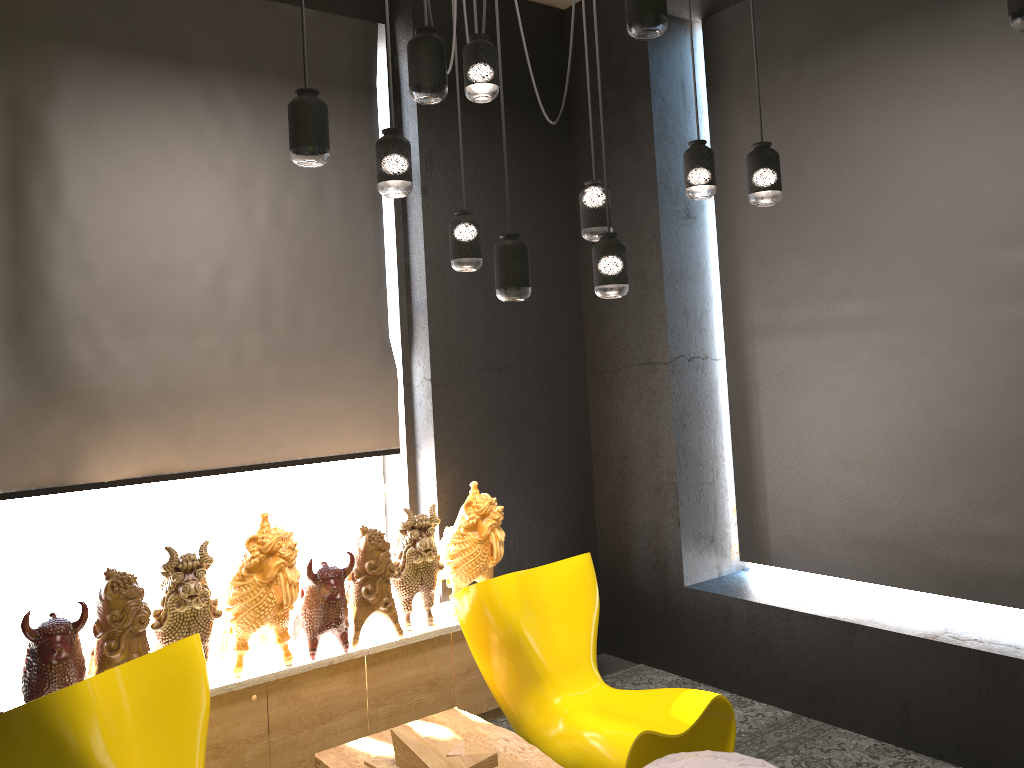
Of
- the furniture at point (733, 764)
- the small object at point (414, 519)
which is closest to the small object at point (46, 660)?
the small object at point (414, 519)

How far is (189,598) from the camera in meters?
3.5

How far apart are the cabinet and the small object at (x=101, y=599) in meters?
0.3

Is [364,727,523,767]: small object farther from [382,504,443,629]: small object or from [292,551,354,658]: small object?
[382,504,443,629]: small object

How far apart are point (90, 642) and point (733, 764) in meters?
3.0 m

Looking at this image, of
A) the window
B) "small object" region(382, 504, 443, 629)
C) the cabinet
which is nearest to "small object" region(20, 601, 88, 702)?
the cabinet

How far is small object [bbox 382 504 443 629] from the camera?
4.16m

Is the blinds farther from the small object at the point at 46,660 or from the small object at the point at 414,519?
the small object at the point at 46,660

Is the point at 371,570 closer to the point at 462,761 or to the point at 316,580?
the point at 316,580

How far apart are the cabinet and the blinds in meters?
0.9 m
